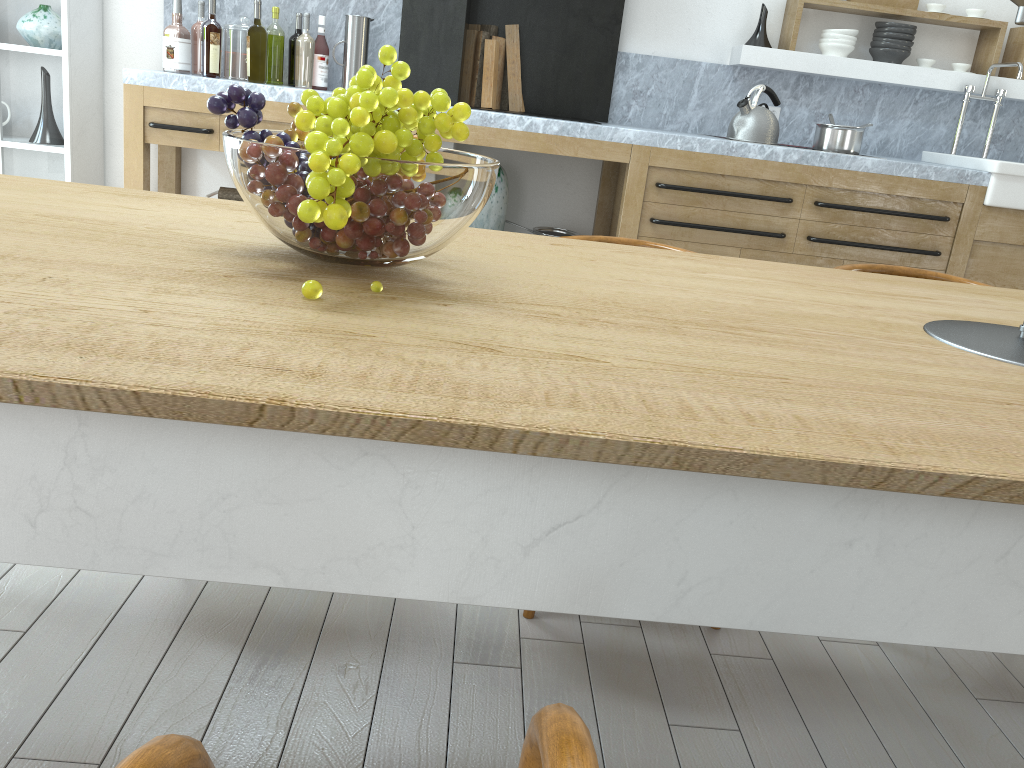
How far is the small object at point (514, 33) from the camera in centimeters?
440cm

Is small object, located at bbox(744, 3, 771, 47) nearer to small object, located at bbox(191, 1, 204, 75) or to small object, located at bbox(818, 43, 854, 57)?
small object, located at bbox(818, 43, 854, 57)

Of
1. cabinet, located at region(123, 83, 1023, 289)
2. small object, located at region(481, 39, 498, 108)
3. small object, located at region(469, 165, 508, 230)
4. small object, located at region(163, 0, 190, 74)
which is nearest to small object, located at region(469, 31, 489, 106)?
small object, located at region(481, 39, 498, 108)

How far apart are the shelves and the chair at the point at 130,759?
4.6 meters

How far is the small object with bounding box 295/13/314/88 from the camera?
3.93m

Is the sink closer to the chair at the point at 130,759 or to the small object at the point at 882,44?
the small object at the point at 882,44

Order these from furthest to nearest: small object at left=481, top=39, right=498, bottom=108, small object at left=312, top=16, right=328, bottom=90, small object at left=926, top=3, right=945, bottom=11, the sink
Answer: small object at left=926, top=3, right=945, bottom=11, small object at left=481, top=39, right=498, bottom=108, small object at left=312, top=16, right=328, bottom=90, the sink

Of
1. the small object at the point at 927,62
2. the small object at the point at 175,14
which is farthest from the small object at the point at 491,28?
the small object at the point at 927,62

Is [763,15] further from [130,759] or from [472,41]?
[130,759]

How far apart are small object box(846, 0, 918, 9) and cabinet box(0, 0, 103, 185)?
3.9m
